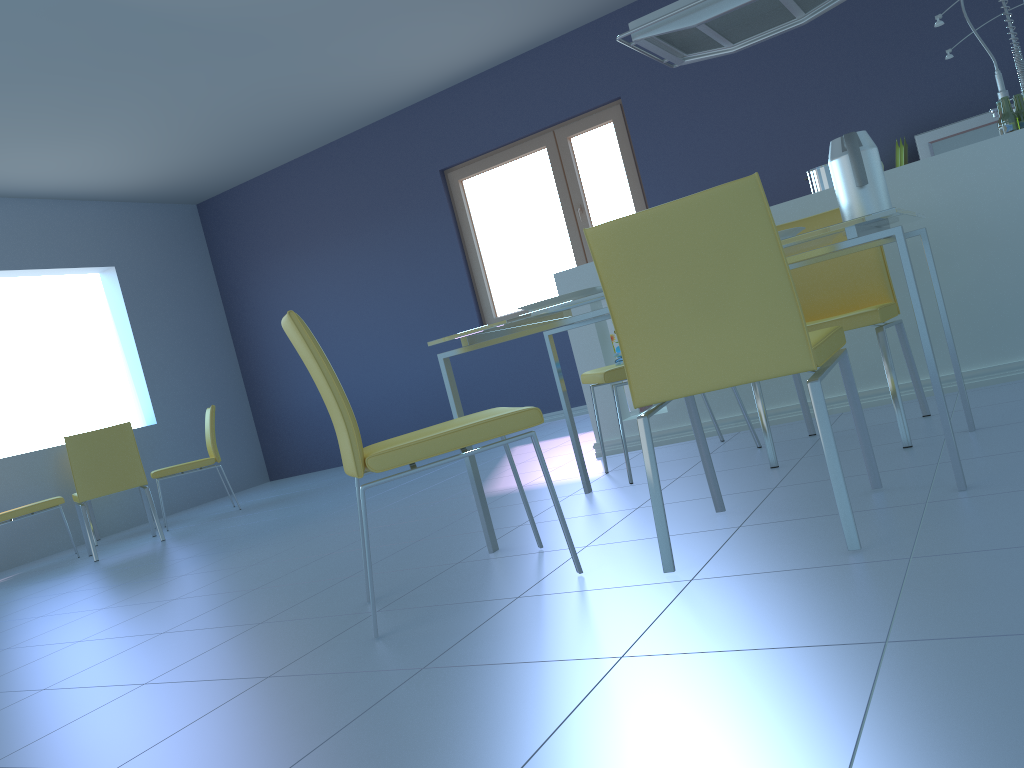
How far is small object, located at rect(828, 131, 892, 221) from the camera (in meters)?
2.10

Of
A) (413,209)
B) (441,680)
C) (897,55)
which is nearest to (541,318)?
(441,680)

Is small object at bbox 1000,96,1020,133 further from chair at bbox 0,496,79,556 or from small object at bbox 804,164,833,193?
chair at bbox 0,496,79,556

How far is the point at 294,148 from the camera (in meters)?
6.85

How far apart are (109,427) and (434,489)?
2.0 meters

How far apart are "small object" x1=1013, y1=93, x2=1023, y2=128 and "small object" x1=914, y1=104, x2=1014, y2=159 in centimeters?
161cm

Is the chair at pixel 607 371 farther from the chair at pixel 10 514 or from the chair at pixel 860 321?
the chair at pixel 10 514

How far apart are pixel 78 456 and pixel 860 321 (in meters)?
4.17

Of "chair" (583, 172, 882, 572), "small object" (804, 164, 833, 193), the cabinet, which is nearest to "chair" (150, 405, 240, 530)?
the cabinet

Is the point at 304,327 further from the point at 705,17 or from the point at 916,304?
the point at 705,17
